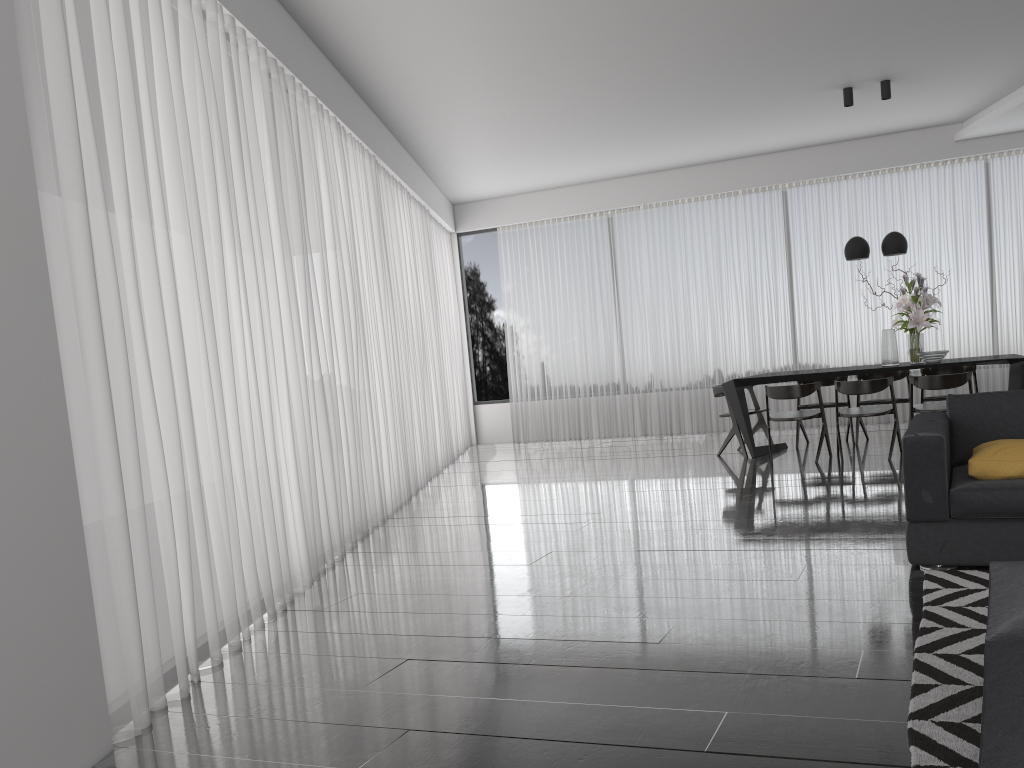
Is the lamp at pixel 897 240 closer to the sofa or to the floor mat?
the sofa

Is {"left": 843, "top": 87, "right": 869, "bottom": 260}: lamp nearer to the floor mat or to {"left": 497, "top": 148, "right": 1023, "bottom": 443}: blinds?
{"left": 497, "top": 148, "right": 1023, "bottom": 443}: blinds

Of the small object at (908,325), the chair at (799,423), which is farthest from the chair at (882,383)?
the chair at (799,423)

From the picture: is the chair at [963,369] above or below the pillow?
above

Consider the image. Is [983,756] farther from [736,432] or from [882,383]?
[736,432]

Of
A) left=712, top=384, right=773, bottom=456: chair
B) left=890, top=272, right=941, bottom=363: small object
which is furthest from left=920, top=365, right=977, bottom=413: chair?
left=712, top=384, right=773, bottom=456: chair

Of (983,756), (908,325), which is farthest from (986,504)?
(908,325)

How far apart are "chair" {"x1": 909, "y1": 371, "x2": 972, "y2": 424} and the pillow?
3.0 meters

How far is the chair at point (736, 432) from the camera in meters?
8.0

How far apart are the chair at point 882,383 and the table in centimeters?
25cm
